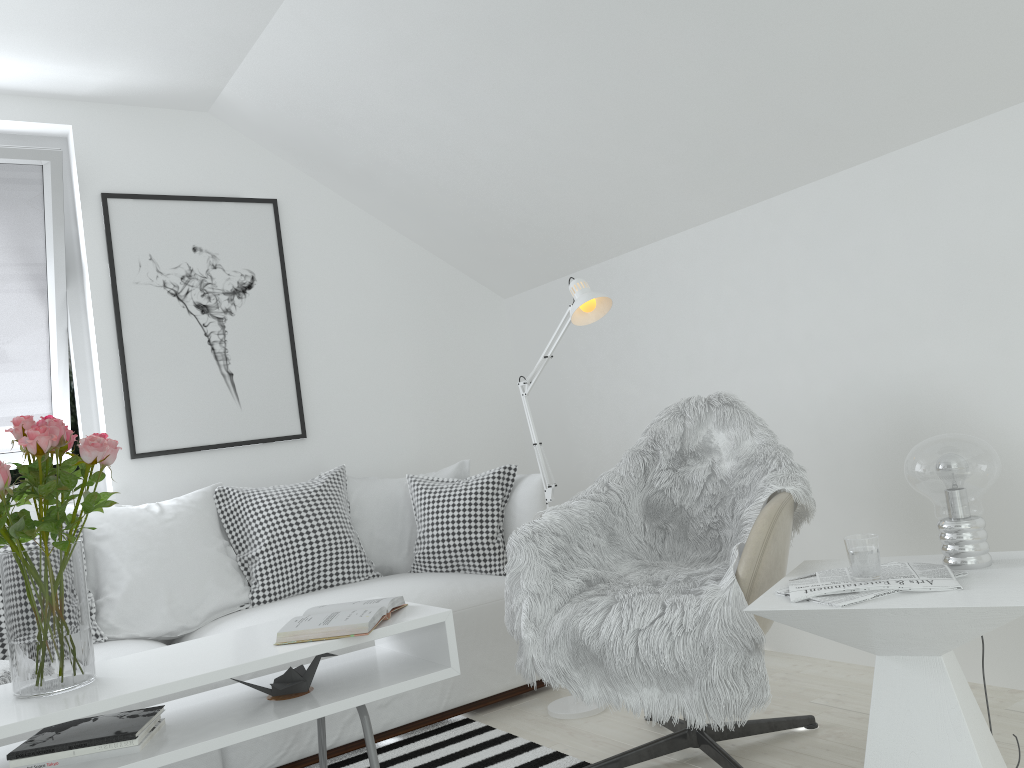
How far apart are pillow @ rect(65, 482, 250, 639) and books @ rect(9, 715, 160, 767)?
1.05m

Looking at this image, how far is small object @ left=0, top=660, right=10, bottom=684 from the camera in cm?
232

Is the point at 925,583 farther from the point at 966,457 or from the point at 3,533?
the point at 3,533

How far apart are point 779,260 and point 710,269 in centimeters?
33cm

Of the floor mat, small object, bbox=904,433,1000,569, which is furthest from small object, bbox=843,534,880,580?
the floor mat

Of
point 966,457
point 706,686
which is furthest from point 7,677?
point 966,457

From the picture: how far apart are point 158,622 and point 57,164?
1.78m

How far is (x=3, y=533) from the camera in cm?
185

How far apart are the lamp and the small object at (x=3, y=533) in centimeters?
131cm

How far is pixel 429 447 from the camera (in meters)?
4.22
